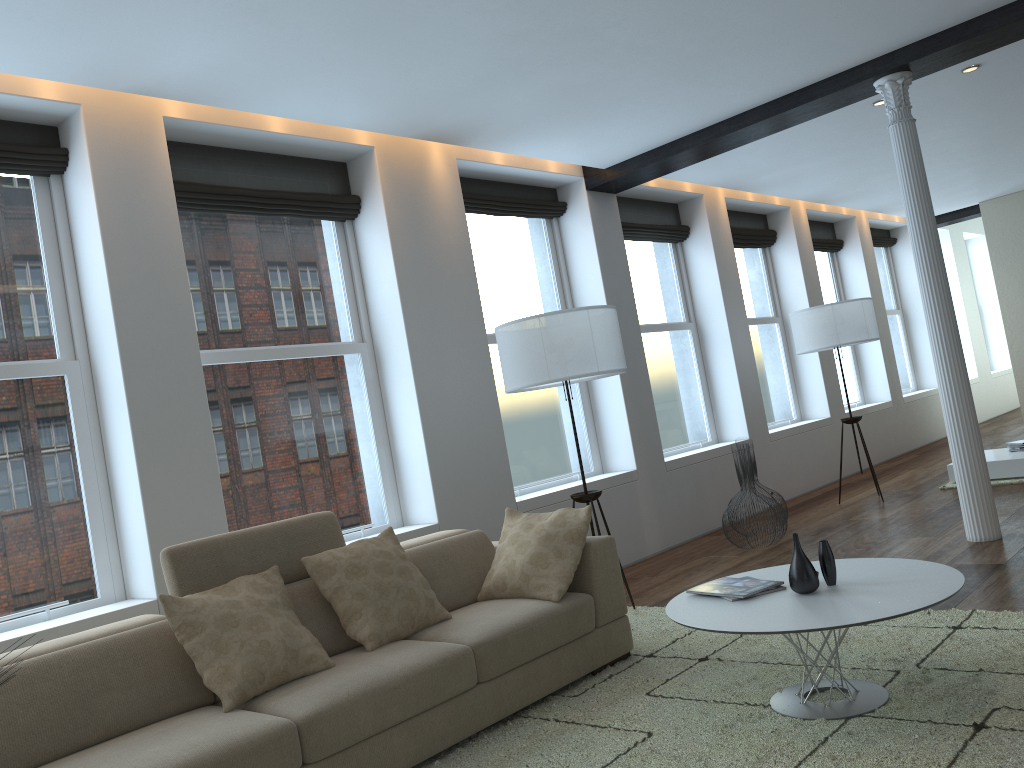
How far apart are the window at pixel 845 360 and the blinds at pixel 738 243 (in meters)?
1.47

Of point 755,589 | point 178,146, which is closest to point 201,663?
point 755,589

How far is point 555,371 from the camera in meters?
4.7

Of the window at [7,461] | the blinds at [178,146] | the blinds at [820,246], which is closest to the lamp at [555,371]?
the blinds at [178,146]

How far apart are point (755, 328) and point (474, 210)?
4.2 meters

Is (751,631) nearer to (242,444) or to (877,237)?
(242,444)

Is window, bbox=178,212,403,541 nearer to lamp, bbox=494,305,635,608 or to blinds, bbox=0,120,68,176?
blinds, bbox=0,120,68,176

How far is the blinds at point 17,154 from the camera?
4.11m

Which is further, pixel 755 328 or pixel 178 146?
pixel 755 328

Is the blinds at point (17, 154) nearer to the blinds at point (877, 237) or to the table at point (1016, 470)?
the table at point (1016, 470)
